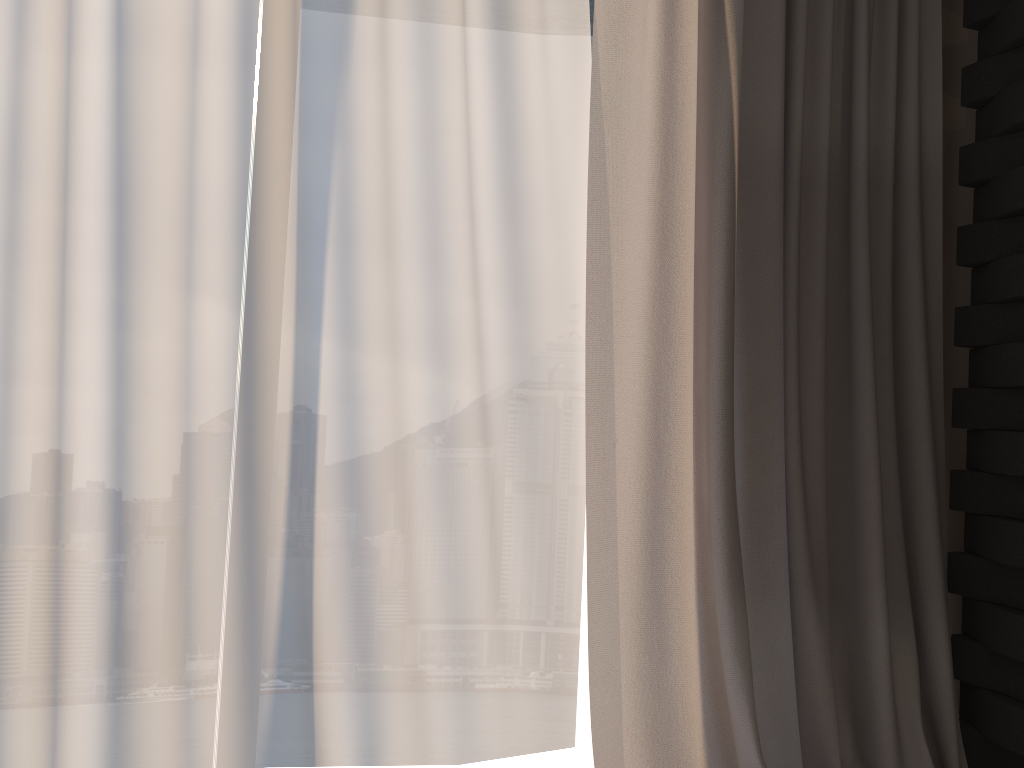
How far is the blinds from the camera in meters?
1.8 m

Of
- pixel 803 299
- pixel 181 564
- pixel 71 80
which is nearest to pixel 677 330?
pixel 803 299

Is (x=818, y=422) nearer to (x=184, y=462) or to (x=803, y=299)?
(x=803, y=299)

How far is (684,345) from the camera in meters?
1.8

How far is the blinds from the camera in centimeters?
184cm

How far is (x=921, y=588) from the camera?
2.03m
